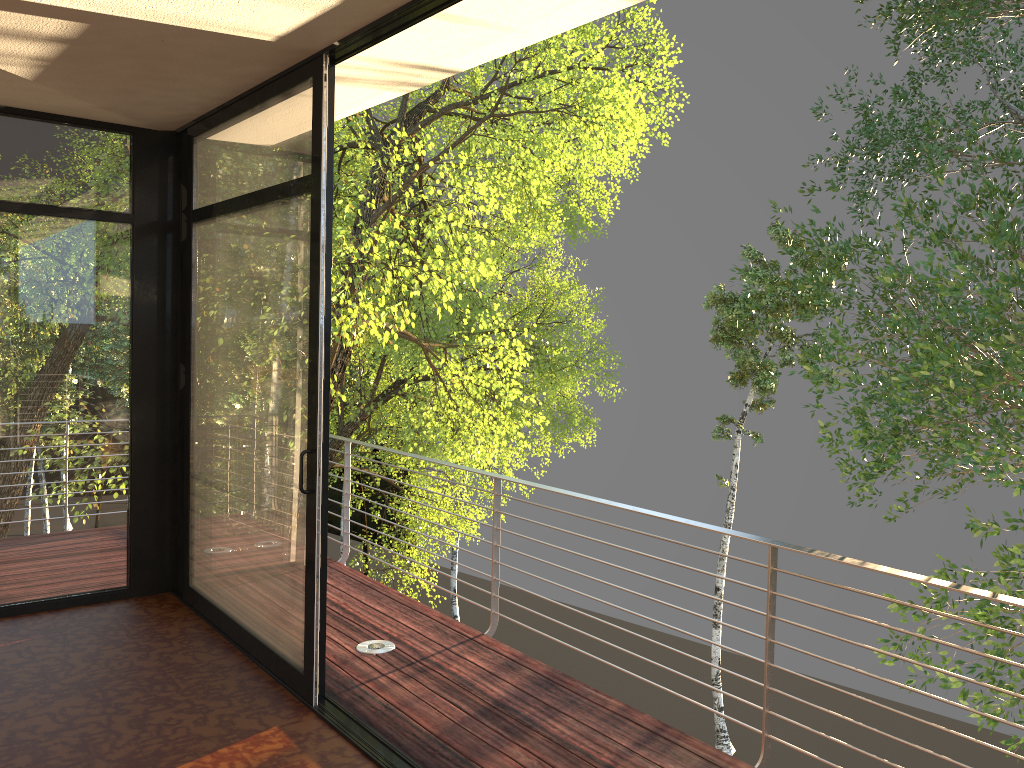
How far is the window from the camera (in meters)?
3.56

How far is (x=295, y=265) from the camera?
3.56m

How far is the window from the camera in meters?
3.6
